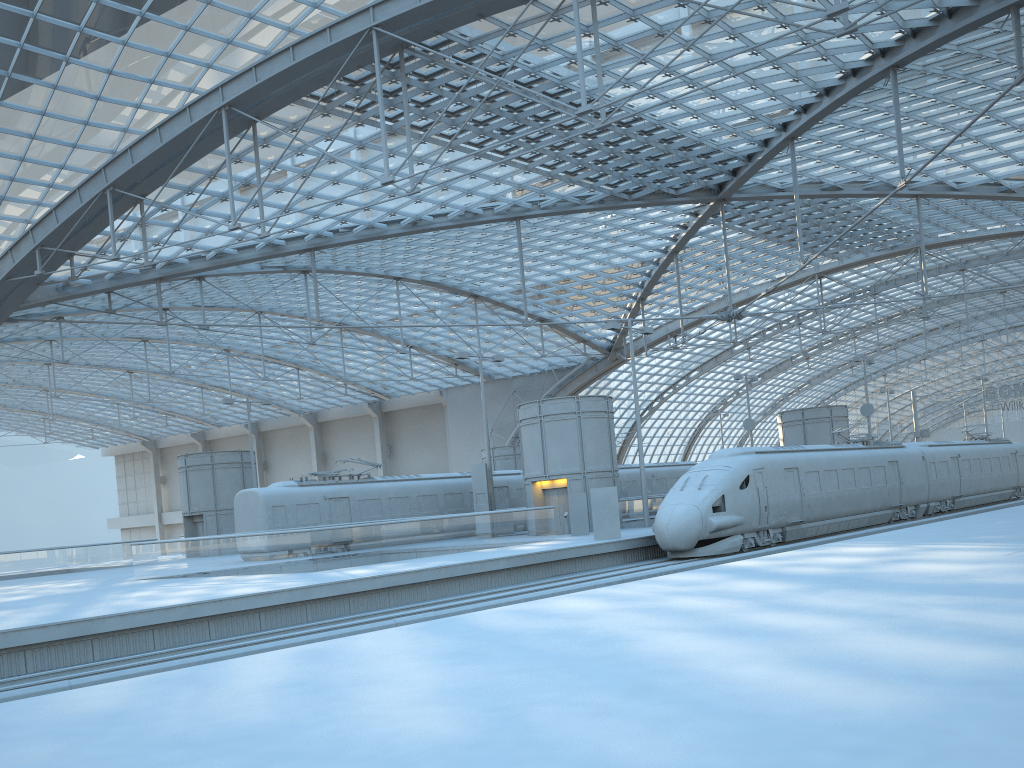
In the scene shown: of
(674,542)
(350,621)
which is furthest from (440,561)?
(674,542)

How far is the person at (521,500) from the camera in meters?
41.3

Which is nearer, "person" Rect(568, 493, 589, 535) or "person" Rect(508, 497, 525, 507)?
"person" Rect(568, 493, 589, 535)

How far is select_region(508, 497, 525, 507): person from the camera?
41.27m

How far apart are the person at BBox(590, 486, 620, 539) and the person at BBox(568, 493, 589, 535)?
4.3m

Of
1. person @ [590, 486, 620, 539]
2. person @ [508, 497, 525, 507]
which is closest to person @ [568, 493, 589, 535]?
person @ [590, 486, 620, 539]

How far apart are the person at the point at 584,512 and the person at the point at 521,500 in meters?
9.1 m

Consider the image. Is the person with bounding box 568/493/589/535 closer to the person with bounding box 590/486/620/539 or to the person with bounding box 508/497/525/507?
the person with bounding box 590/486/620/539

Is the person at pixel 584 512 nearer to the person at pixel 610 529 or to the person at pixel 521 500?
the person at pixel 610 529

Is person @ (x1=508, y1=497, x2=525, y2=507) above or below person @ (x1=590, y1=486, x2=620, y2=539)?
above
